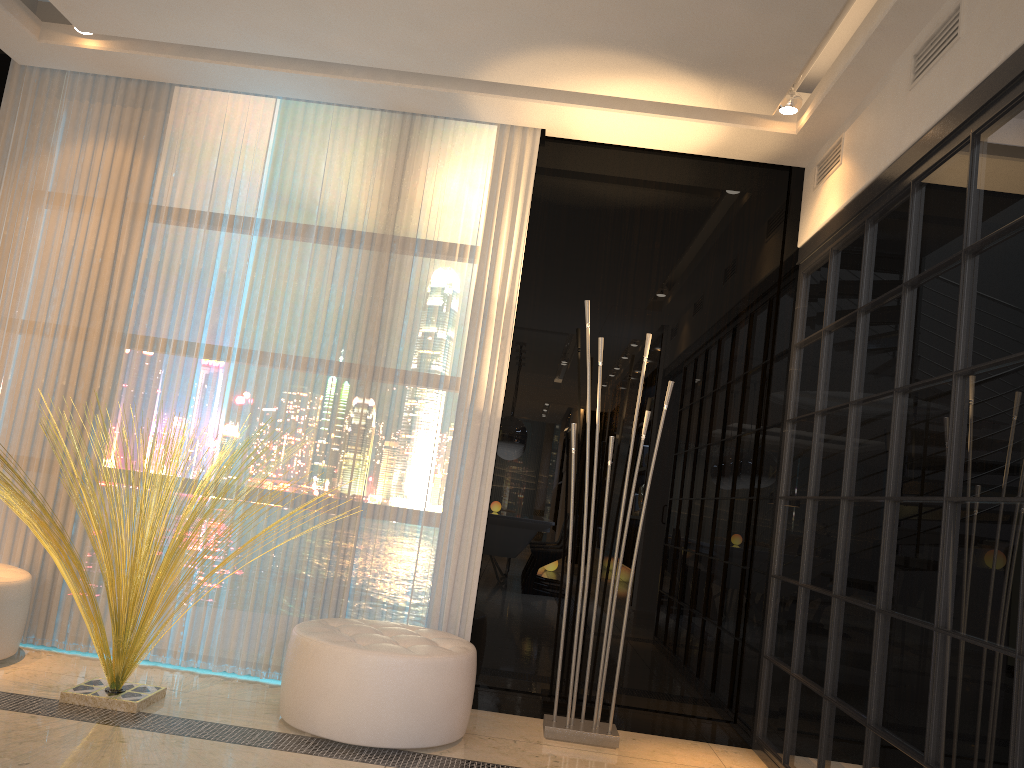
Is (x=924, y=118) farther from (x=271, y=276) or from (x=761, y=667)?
(x=271, y=276)

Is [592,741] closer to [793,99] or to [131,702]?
[131,702]

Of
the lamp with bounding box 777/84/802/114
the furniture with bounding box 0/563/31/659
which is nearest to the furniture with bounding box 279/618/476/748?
the furniture with bounding box 0/563/31/659

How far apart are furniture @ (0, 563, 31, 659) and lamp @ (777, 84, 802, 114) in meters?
3.7

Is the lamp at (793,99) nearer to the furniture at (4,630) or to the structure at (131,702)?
the structure at (131,702)

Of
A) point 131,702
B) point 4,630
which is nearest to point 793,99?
point 131,702

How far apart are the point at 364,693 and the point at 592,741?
1.0m

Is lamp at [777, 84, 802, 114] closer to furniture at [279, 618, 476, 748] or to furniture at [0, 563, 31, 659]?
furniture at [279, 618, 476, 748]

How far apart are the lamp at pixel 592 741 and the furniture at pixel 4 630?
2.18m

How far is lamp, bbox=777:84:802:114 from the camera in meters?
3.6 m
